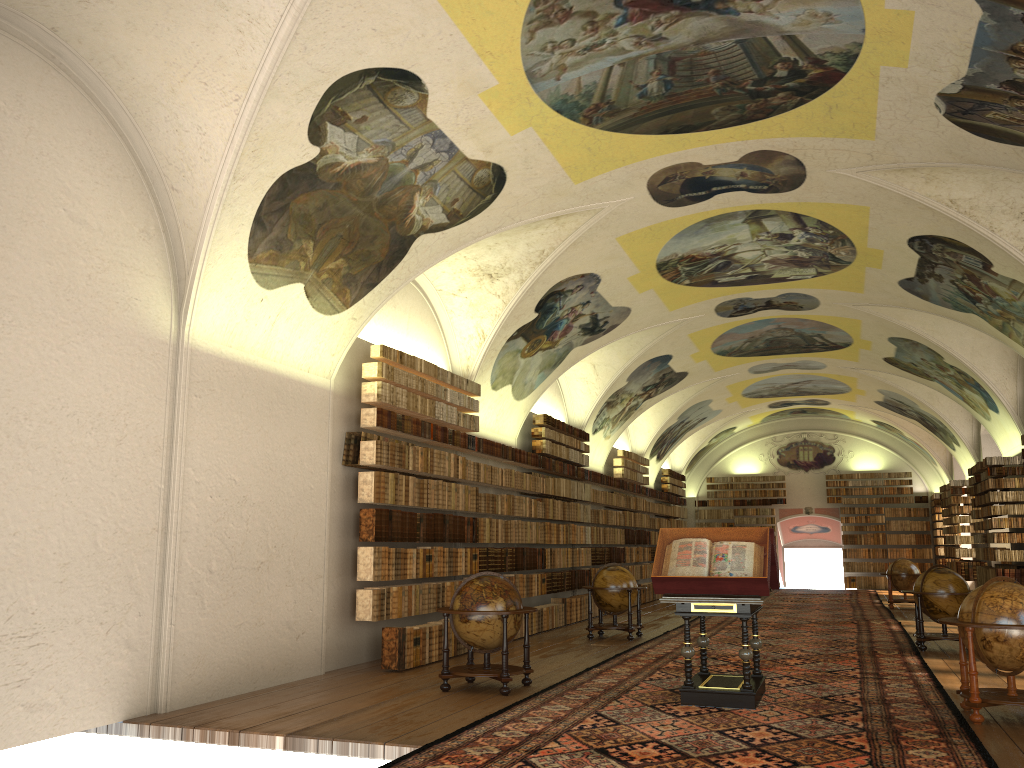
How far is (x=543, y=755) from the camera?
7.37m

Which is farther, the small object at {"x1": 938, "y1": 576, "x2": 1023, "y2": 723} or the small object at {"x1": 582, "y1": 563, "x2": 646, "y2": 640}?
the small object at {"x1": 582, "y1": 563, "x2": 646, "y2": 640}

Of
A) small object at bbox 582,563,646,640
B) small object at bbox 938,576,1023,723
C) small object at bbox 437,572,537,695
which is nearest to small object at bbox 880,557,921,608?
small object at bbox 582,563,646,640

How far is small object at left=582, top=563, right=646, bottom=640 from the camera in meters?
16.9

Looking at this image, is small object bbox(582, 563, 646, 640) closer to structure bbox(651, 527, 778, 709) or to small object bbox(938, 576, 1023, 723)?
structure bbox(651, 527, 778, 709)

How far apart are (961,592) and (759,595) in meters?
7.4 m

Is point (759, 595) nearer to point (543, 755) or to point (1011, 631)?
point (1011, 631)

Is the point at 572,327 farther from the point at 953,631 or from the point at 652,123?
the point at 953,631

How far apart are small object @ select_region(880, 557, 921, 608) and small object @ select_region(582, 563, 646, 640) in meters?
11.3

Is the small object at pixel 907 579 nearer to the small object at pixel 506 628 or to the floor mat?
the floor mat
